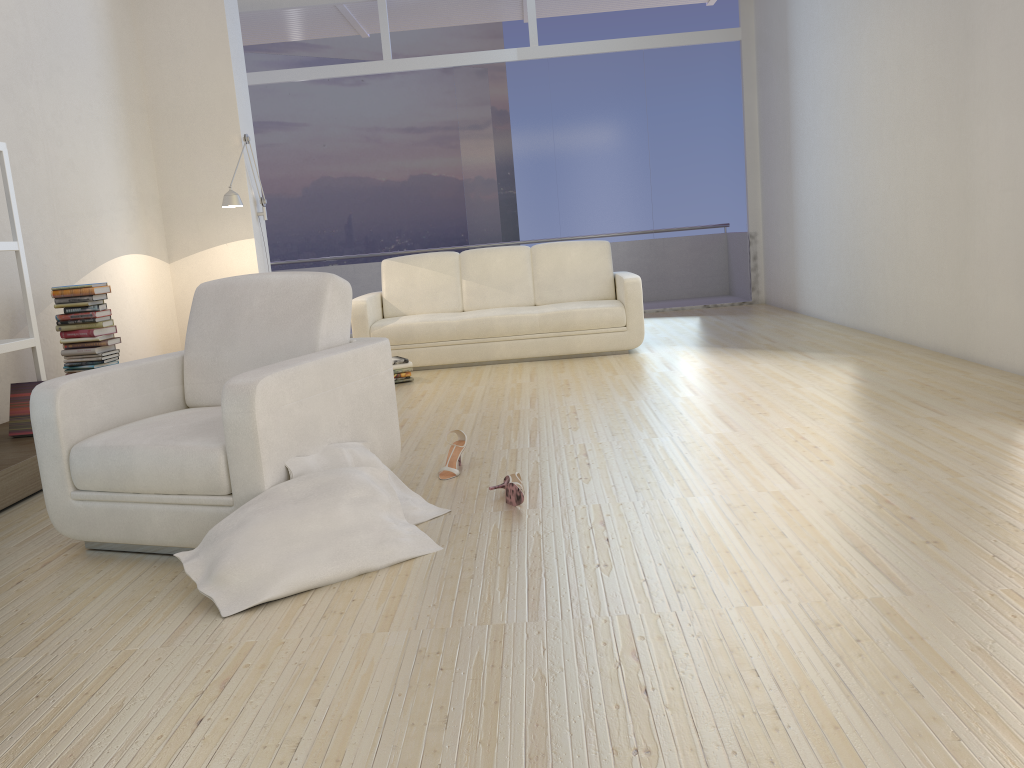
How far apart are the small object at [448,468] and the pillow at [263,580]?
0.67m

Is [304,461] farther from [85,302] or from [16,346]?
[85,302]

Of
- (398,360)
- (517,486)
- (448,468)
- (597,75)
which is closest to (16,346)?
(448,468)

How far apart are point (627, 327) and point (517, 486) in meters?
3.7 m

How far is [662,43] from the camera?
9.2m

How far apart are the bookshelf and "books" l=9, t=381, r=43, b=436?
0.1 meters

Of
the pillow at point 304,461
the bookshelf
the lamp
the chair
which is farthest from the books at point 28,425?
the lamp

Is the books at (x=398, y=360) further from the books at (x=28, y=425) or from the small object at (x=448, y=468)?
the small object at (x=448, y=468)

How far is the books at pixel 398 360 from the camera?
6.1 meters

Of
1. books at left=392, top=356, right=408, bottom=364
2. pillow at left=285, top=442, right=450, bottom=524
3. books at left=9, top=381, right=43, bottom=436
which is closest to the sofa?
books at left=392, top=356, right=408, bottom=364
